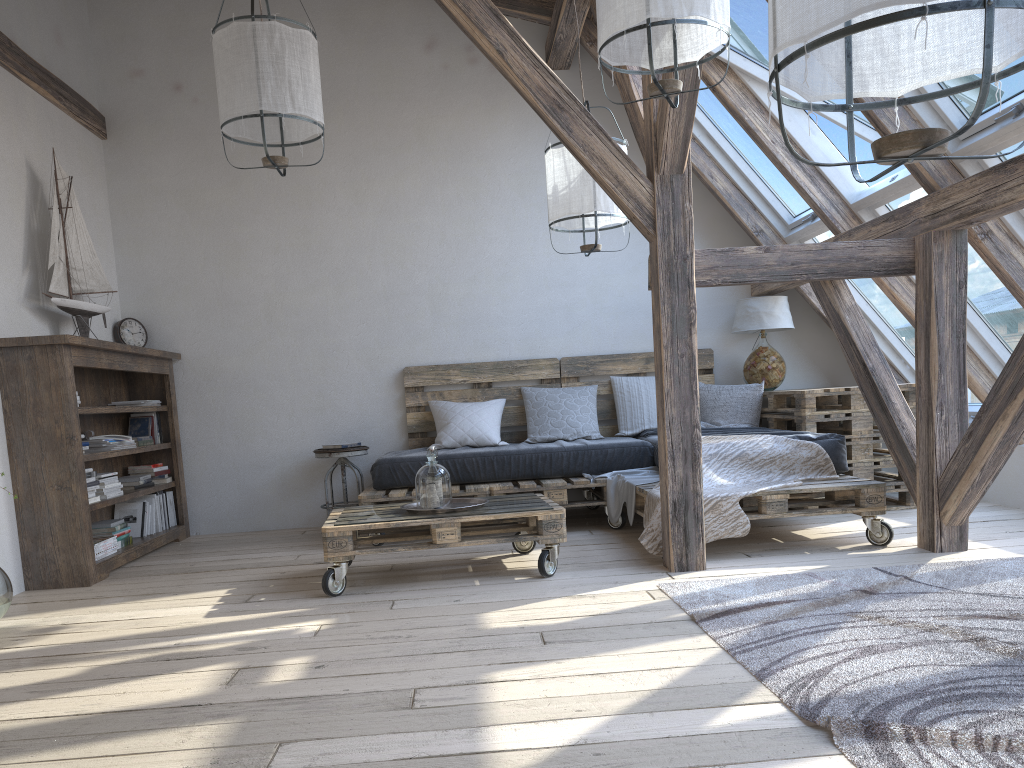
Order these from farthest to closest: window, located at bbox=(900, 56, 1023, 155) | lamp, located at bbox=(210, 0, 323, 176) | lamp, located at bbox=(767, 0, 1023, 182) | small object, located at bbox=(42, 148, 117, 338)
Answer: small object, located at bbox=(42, 148, 117, 338)
lamp, located at bbox=(210, 0, 323, 176)
window, located at bbox=(900, 56, 1023, 155)
lamp, located at bbox=(767, 0, 1023, 182)

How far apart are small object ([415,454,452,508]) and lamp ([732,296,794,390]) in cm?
261

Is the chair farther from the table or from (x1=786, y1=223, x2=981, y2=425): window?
(x1=786, y1=223, x2=981, y2=425): window

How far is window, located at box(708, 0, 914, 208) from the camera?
4.1 meters

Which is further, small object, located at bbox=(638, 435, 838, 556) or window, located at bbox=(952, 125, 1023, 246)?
small object, located at bbox=(638, 435, 838, 556)

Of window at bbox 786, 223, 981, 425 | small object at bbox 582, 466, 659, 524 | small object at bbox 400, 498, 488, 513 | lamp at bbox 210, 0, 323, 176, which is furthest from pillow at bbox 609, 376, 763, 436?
lamp at bbox 210, 0, 323, 176

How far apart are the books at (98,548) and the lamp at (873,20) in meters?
3.9 m

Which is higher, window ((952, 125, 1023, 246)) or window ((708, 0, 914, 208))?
window ((708, 0, 914, 208))

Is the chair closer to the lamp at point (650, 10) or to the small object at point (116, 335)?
the small object at point (116, 335)

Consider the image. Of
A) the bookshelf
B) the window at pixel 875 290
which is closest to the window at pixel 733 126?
the window at pixel 875 290
